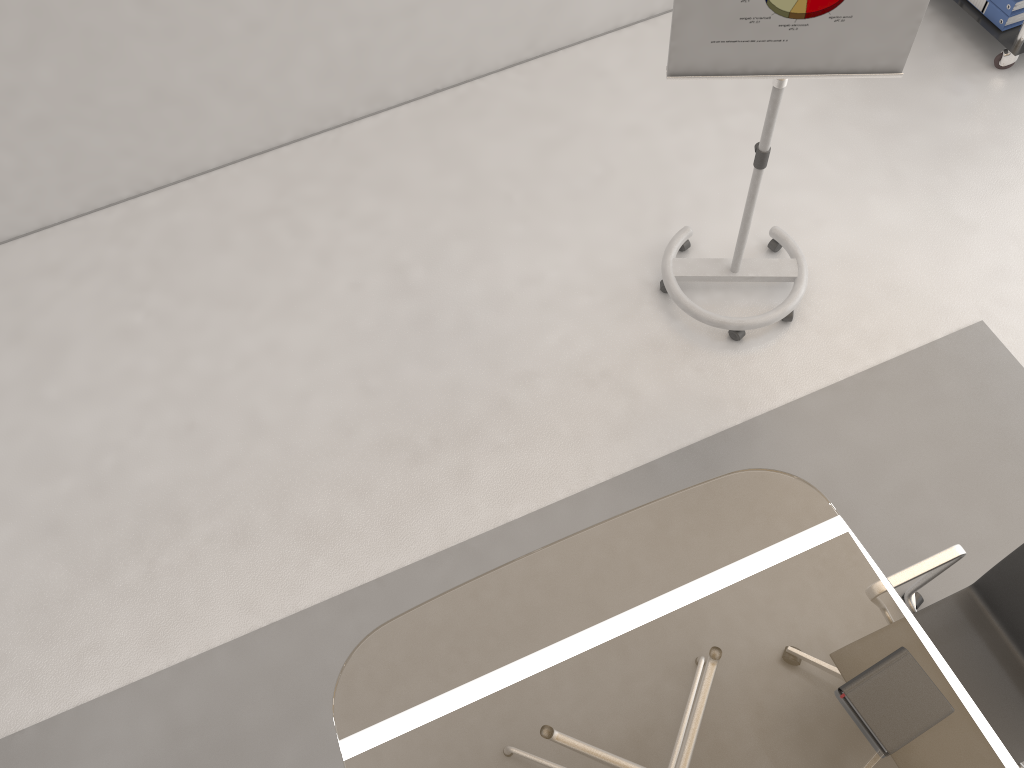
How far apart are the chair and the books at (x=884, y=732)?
0.22m

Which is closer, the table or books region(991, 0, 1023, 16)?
the table

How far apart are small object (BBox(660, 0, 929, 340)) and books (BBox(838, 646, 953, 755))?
1.5 meters

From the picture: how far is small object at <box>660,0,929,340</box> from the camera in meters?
2.4

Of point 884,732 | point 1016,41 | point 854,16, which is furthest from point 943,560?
point 1016,41

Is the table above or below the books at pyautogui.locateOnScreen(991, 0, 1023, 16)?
above

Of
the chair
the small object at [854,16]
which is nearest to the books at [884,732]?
the chair

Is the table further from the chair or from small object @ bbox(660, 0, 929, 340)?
small object @ bbox(660, 0, 929, 340)

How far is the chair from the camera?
2.21m

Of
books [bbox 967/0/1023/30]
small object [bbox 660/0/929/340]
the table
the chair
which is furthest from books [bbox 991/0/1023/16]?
the table
